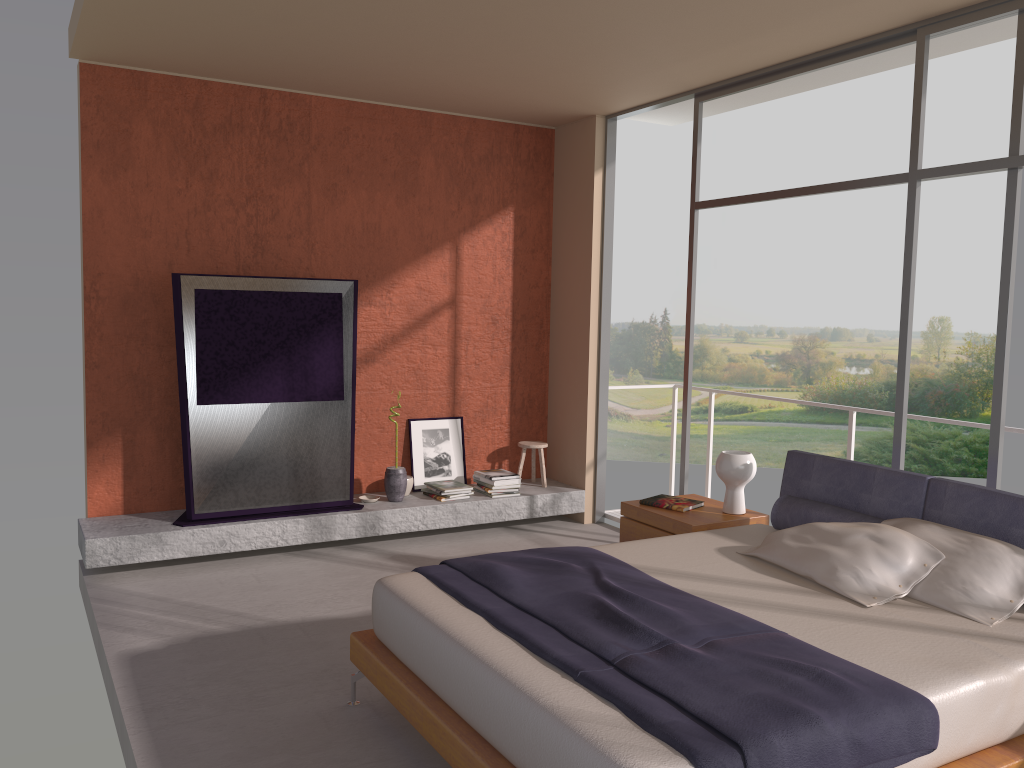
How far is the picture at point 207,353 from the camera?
5.6m

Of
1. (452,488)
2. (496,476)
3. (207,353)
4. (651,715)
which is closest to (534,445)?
(496,476)

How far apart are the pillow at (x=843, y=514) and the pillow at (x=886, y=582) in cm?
25

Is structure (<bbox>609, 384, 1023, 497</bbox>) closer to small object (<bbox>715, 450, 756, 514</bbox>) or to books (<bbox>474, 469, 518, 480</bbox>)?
small object (<bbox>715, 450, 756, 514</bbox>)

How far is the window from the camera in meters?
4.1 m

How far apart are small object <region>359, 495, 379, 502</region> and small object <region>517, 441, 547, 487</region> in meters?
1.3

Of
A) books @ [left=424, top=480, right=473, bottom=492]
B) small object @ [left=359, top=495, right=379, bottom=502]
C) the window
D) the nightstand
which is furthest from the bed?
small object @ [left=359, top=495, right=379, bottom=502]

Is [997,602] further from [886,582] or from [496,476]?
[496,476]

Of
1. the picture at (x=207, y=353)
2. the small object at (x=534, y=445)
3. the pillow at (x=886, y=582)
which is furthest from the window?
the picture at (x=207, y=353)

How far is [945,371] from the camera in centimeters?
2231cm
